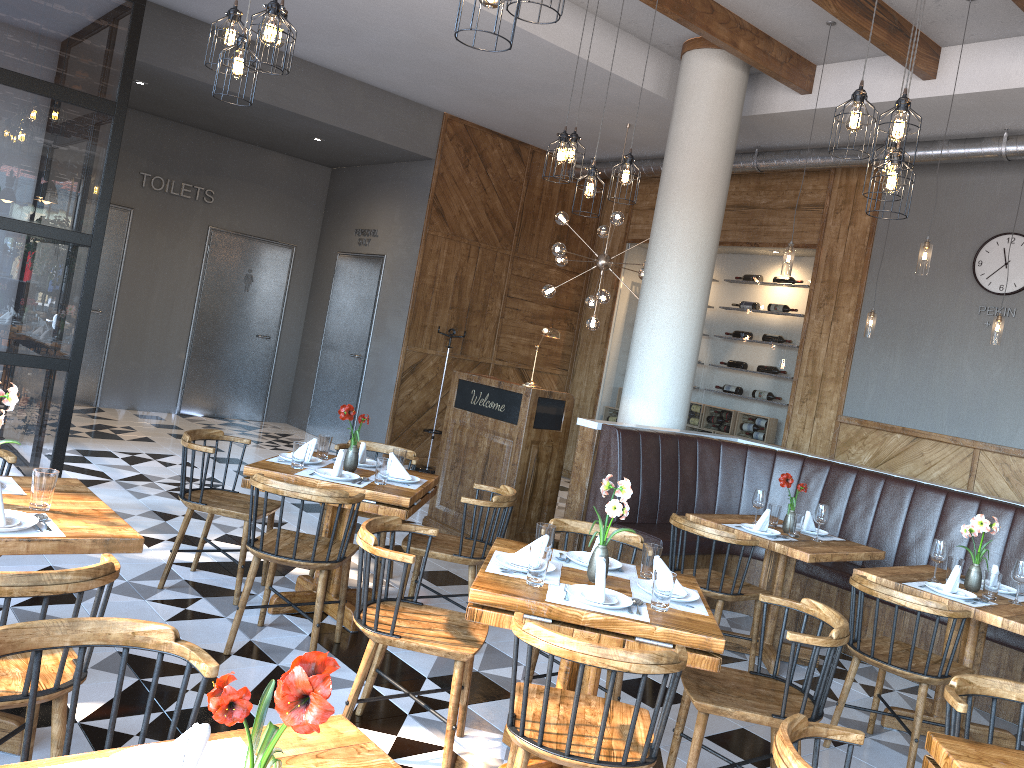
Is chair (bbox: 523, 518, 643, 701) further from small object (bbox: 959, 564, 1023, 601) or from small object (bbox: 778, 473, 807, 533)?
small object (bbox: 959, 564, 1023, 601)

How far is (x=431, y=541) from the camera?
3.65m

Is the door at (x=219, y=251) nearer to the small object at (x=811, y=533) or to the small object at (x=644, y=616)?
the small object at (x=811, y=533)

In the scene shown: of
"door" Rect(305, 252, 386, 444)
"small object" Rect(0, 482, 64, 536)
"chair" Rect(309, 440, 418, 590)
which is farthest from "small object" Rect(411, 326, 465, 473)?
"small object" Rect(0, 482, 64, 536)

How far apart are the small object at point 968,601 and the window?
5.30m

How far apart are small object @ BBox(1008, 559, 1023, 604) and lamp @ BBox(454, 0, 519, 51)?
3.7m

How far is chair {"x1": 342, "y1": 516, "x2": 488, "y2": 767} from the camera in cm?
320

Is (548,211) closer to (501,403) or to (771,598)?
(501,403)

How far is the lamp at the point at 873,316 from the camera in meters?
7.7

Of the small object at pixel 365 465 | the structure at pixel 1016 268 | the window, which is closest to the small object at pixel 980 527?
the small object at pixel 365 465
